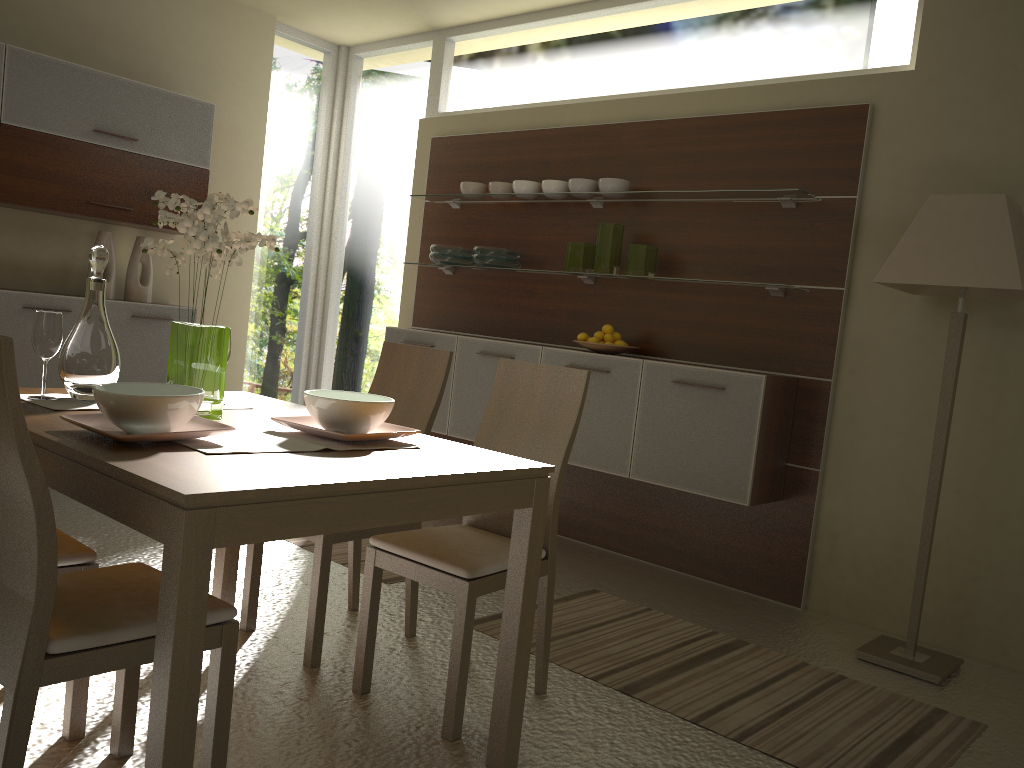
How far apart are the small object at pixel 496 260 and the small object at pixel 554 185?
0.4 meters

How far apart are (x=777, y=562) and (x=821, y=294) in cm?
124

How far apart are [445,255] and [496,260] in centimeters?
38cm

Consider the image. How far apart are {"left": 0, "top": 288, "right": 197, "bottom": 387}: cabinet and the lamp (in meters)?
3.90

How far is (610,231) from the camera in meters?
4.5

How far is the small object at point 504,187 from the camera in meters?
5.0

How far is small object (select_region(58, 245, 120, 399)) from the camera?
2.39m

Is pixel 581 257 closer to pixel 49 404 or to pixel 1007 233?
pixel 1007 233

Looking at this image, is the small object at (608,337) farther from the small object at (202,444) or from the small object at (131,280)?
the small object at (131,280)

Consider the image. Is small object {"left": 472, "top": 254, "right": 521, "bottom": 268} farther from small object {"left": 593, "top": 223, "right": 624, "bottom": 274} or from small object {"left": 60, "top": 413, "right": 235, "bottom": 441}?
small object {"left": 60, "top": 413, "right": 235, "bottom": 441}
